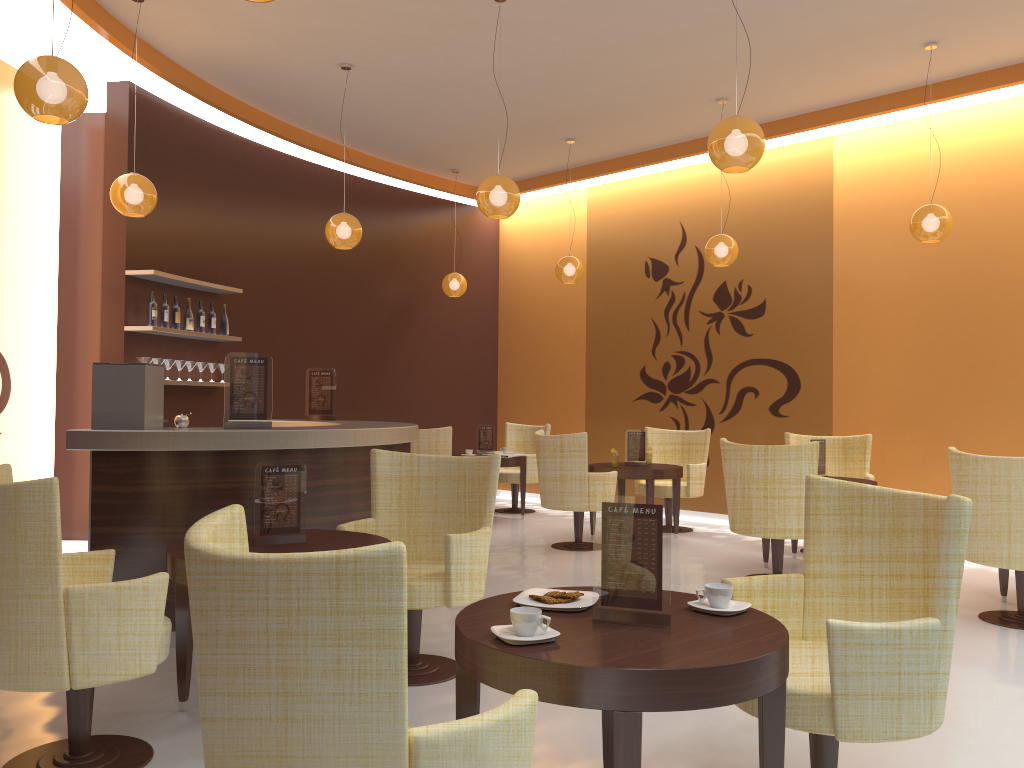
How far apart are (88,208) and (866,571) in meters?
7.3

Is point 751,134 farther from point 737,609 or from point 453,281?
point 453,281

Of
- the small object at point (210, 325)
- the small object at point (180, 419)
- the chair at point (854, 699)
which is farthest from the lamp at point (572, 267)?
the chair at point (854, 699)

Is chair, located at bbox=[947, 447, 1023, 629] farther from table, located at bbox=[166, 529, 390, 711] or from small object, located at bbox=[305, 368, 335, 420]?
small object, located at bbox=[305, 368, 335, 420]

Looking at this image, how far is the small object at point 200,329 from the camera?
7.81m

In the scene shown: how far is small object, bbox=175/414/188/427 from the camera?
4.81m

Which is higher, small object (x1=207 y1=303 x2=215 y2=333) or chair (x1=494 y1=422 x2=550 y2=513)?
small object (x1=207 y1=303 x2=215 y2=333)

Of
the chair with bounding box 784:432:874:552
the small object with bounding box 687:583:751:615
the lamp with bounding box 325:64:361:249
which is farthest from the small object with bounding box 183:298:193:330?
the small object with bounding box 687:583:751:615

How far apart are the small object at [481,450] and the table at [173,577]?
5.71m

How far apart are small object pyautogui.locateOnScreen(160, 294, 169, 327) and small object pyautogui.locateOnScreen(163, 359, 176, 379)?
0.32m
